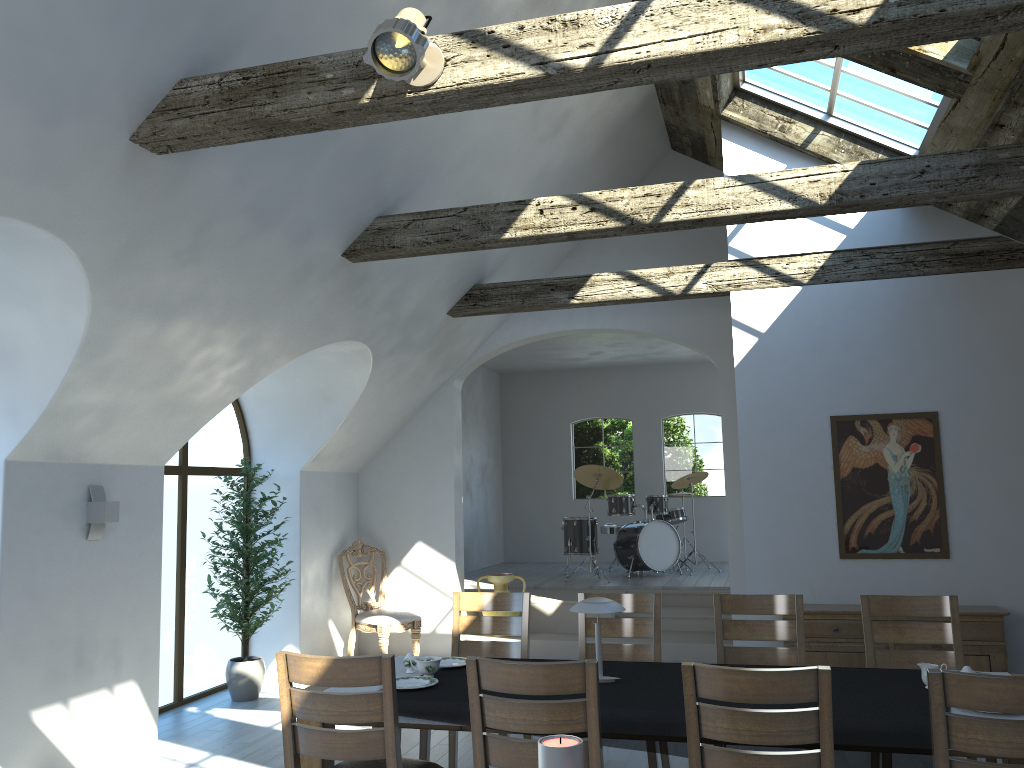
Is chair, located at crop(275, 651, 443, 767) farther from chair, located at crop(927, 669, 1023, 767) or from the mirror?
the mirror

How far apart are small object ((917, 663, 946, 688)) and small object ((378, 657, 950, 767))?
0.08m

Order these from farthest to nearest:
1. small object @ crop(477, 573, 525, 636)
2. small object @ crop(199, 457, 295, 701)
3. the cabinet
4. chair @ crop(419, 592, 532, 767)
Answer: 1. small object @ crop(477, 573, 525, 636)
2. small object @ crop(199, 457, 295, 701)
3. the cabinet
4. chair @ crop(419, 592, 532, 767)

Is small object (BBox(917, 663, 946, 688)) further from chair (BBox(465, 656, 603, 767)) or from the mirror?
the mirror

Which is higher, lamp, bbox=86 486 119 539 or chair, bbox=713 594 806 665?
lamp, bbox=86 486 119 539

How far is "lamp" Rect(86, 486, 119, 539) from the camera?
5.30m

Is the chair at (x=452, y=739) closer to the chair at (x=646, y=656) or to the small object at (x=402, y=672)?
the chair at (x=646, y=656)

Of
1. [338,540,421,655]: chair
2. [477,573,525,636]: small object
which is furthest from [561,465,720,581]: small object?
[338,540,421,655]: chair

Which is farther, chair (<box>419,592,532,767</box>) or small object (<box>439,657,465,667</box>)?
chair (<box>419,592,532,767</box>)

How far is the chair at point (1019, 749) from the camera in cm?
263
